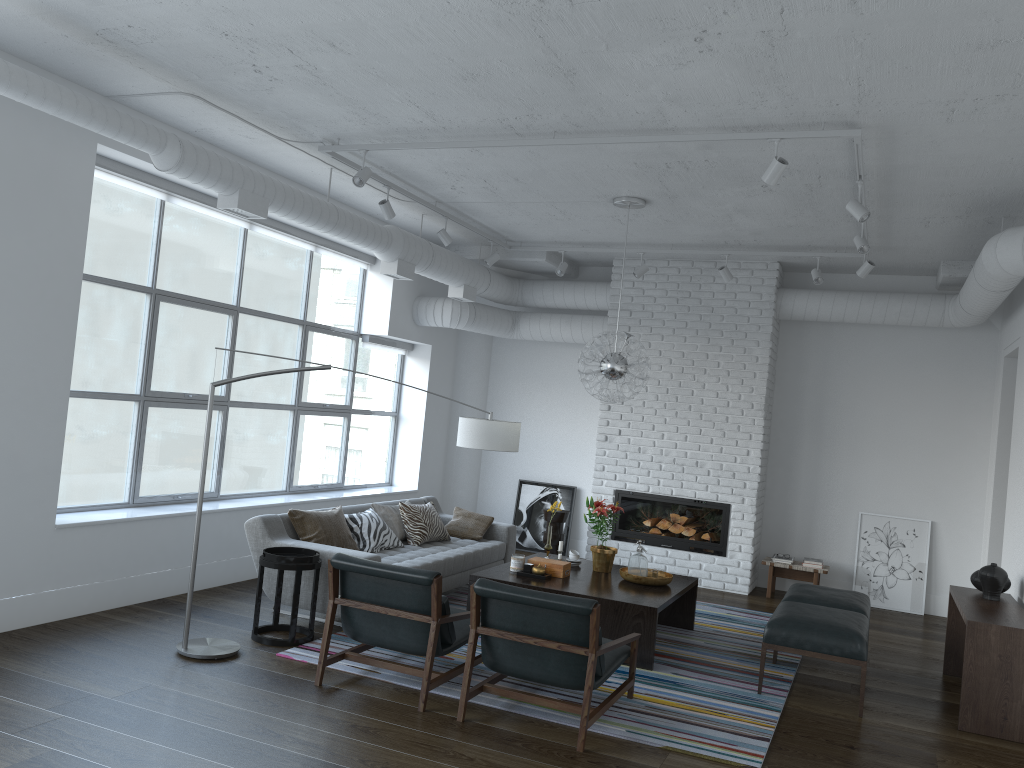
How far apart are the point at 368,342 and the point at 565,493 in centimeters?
275cm

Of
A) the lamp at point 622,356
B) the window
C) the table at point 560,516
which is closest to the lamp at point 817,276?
the lamp at point 622,356

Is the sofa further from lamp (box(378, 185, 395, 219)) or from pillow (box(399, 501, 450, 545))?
lamp (box(378, 185, 395, 219))

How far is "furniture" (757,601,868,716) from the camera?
5.1 meters

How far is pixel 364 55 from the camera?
4.4 meters

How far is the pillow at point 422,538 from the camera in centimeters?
705cm

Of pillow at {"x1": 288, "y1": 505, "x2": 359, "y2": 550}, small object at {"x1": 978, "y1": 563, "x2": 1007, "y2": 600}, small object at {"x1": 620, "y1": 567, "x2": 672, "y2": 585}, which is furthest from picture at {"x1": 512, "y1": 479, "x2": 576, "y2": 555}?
small object at {"x1": 978, "y1": 563, "x2": 1007, "y2": 600}

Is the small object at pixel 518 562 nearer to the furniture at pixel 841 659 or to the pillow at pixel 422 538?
the pillow at pixel 422 538

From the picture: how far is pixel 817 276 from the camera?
7.7 meters

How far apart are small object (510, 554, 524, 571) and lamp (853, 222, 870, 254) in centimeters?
326cm
